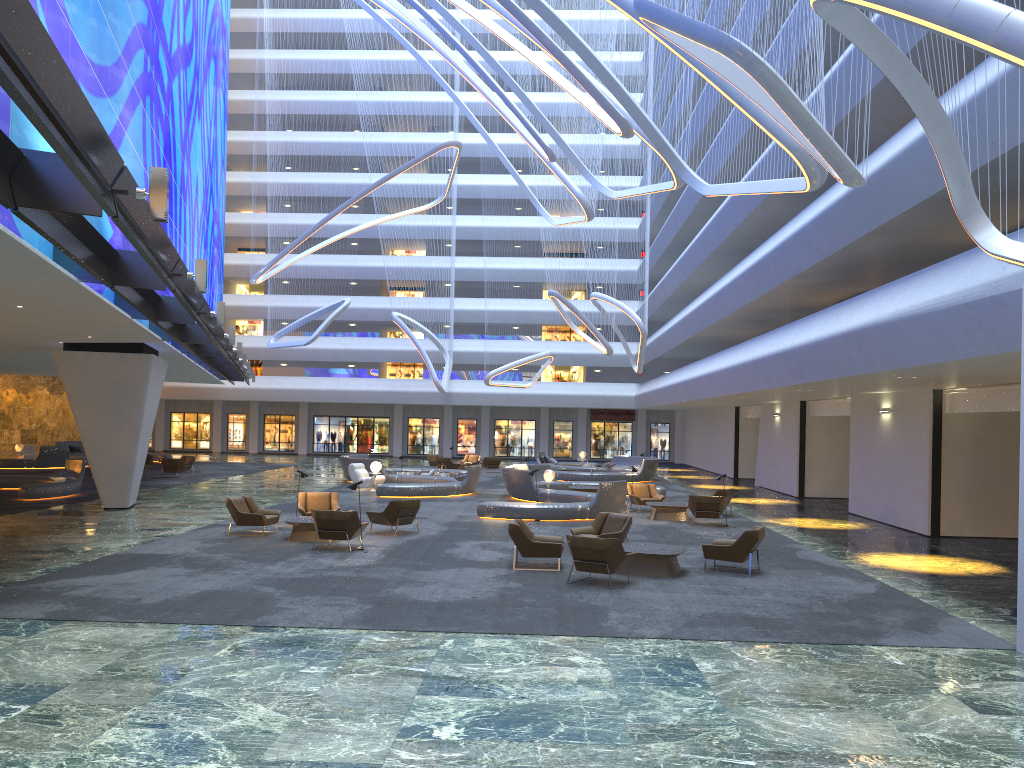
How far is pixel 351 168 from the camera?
45.81m

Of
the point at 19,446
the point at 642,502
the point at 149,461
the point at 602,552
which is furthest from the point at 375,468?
the point at 19,446

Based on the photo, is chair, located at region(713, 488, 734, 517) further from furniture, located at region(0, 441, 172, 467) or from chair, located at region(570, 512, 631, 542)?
furniture, located at region(0, 441, 172, 467)

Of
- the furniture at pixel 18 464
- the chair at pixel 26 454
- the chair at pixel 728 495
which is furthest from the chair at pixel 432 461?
the chair at pixel 728 495

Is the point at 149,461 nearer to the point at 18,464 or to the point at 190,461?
the point at 190,461

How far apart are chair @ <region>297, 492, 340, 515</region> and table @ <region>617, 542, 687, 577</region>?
7.5m

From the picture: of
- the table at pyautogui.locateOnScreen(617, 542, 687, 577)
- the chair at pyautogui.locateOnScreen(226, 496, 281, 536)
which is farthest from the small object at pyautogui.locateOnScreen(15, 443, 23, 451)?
the table at pyautogui.locateOnScreen(617, 542, 687, 577)

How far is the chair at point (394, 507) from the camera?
18.49m

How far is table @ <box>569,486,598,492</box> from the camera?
28.0m

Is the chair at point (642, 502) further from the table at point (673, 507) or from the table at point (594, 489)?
the table at point (594, 489)
